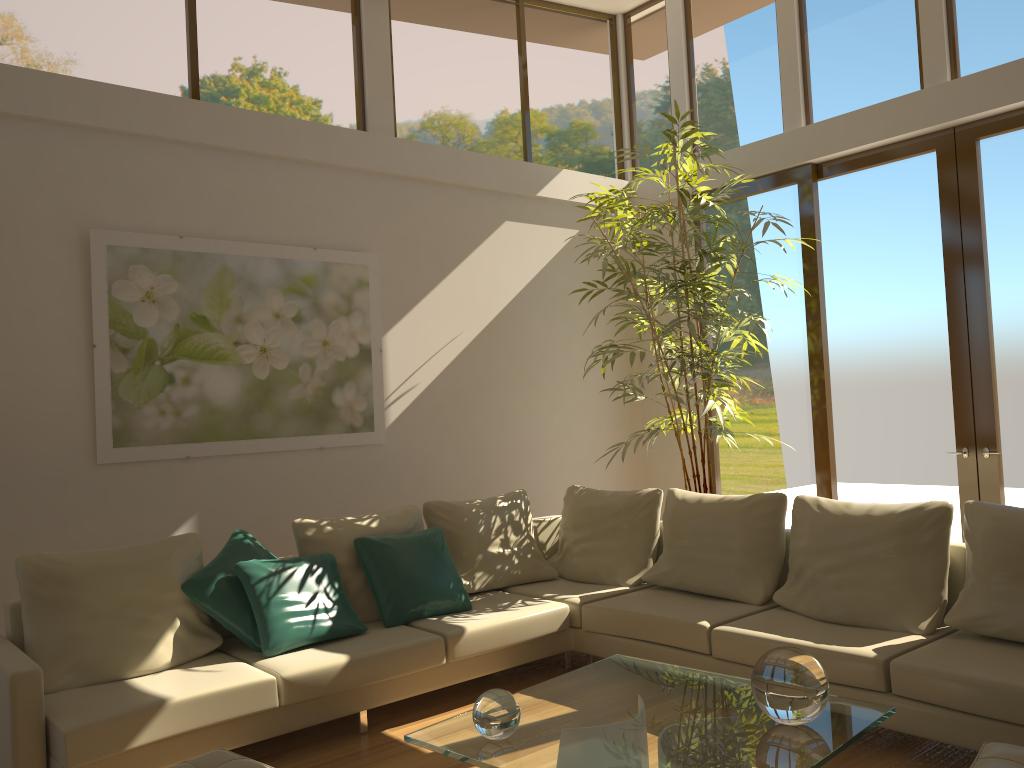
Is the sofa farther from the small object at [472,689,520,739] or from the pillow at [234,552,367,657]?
the small object at [472,689,520,739]

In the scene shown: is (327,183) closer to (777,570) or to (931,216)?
(777,570)

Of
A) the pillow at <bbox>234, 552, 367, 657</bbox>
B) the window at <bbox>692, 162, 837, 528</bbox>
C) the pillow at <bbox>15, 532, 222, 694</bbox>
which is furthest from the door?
the pillow at <bbox>15, 532, 222, 694</bbox>

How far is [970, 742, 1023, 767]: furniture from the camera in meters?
2.5 m

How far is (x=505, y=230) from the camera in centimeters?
679cm

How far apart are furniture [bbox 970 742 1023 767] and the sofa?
0.6m

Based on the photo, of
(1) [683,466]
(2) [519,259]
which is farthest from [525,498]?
(2) [519,259]

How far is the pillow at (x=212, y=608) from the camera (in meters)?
4.12

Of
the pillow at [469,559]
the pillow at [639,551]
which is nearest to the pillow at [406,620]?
the pillow at [469,559]

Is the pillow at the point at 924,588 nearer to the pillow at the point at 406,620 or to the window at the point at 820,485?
the pillow at the point at 406,620
